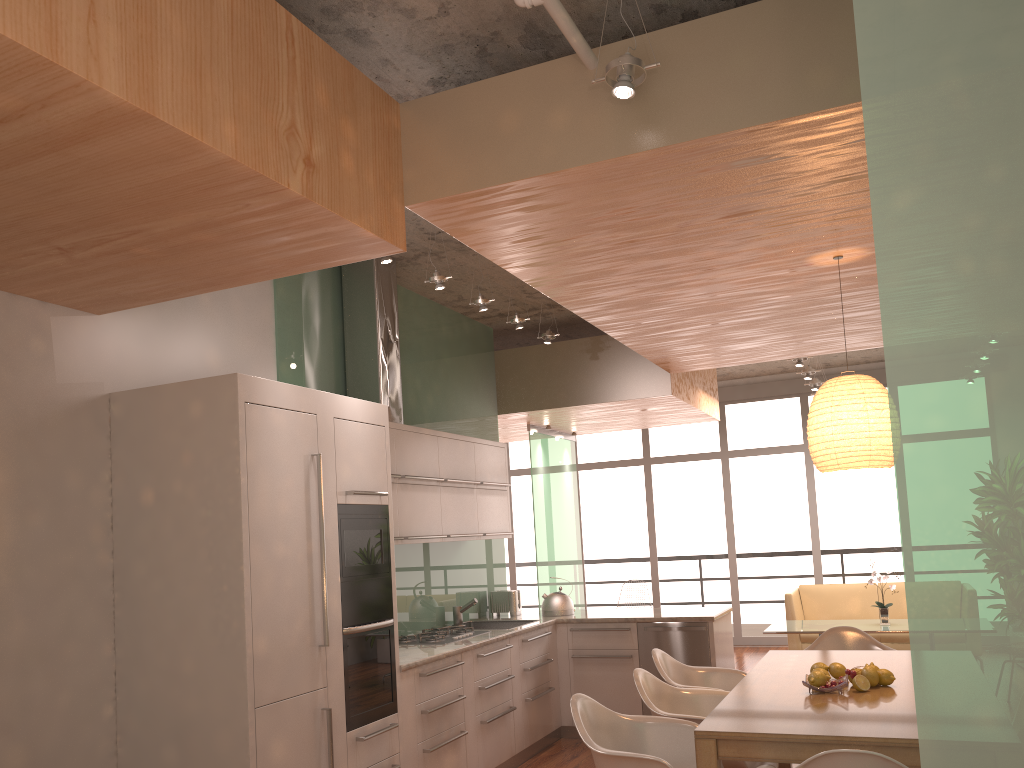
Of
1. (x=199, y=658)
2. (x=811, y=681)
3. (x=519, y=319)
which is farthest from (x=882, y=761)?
(x=519, y=319)

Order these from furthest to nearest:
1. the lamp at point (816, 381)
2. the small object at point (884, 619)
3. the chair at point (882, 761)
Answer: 1. the lamp at point (816, 381)
2. the small object at point (884, 619)
3. the chair at point (882, 761)

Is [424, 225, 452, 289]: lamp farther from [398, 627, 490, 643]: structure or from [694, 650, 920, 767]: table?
[694, 650, 920, 767]: table

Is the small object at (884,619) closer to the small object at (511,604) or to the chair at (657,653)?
the small object at (511,604)

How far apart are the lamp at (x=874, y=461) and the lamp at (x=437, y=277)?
2.0 meters

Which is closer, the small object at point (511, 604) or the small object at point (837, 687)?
the small object at point (837, 687)

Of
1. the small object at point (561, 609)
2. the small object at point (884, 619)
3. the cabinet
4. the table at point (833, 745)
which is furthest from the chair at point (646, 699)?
the small object at point (884, 619)

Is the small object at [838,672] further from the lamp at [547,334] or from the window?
the window

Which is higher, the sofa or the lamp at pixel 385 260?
the lamp at pixel 385 260

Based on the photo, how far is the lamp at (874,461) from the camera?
4.0 meters
